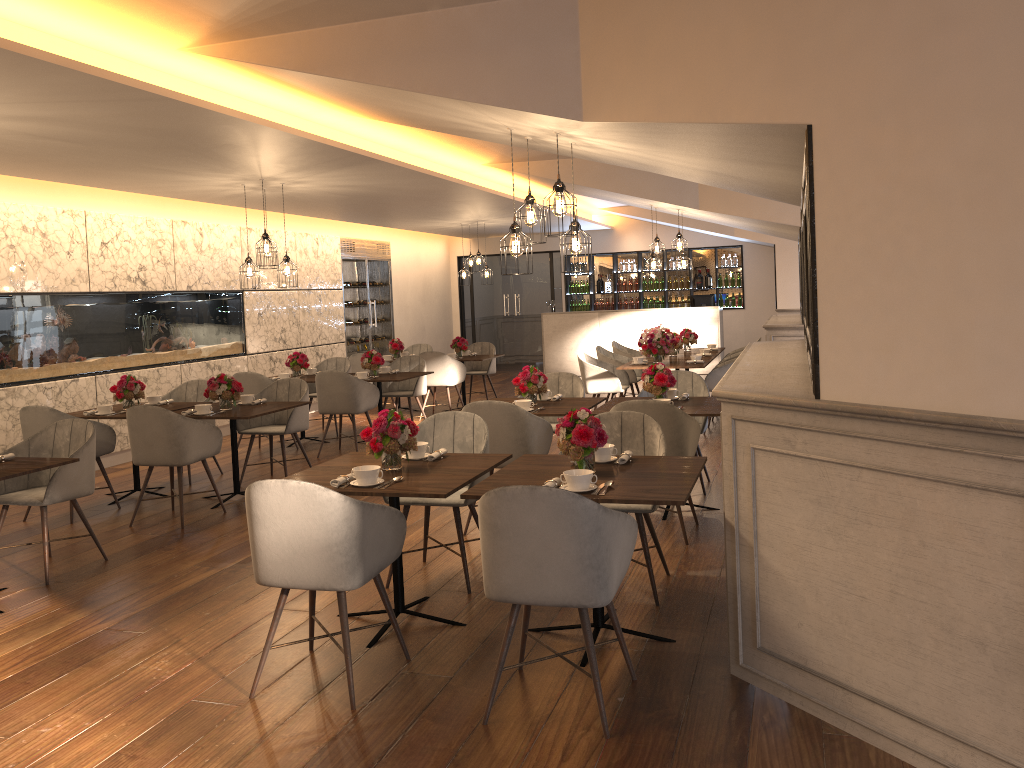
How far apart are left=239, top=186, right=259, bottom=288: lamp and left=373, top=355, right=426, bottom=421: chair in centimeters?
229cm

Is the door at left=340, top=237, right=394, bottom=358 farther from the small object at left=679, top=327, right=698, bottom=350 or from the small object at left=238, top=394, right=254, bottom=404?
the small object at left=238, top=394, right=254, bottom=404

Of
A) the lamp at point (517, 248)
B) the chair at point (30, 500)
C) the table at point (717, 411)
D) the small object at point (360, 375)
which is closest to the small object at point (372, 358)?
the small object at point (360, 375)

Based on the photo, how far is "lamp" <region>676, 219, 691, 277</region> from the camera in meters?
10.1 m

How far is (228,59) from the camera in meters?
4.6

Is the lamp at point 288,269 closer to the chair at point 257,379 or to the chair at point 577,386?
the chair at point 257,379

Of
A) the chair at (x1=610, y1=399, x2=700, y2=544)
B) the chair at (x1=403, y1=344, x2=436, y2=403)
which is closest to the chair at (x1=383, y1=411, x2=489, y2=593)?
the chair at (x1=610, y1=399, x2=700, y2=544)

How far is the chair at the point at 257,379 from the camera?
8.84m

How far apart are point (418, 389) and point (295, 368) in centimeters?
136cm

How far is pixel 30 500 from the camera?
5.08m
